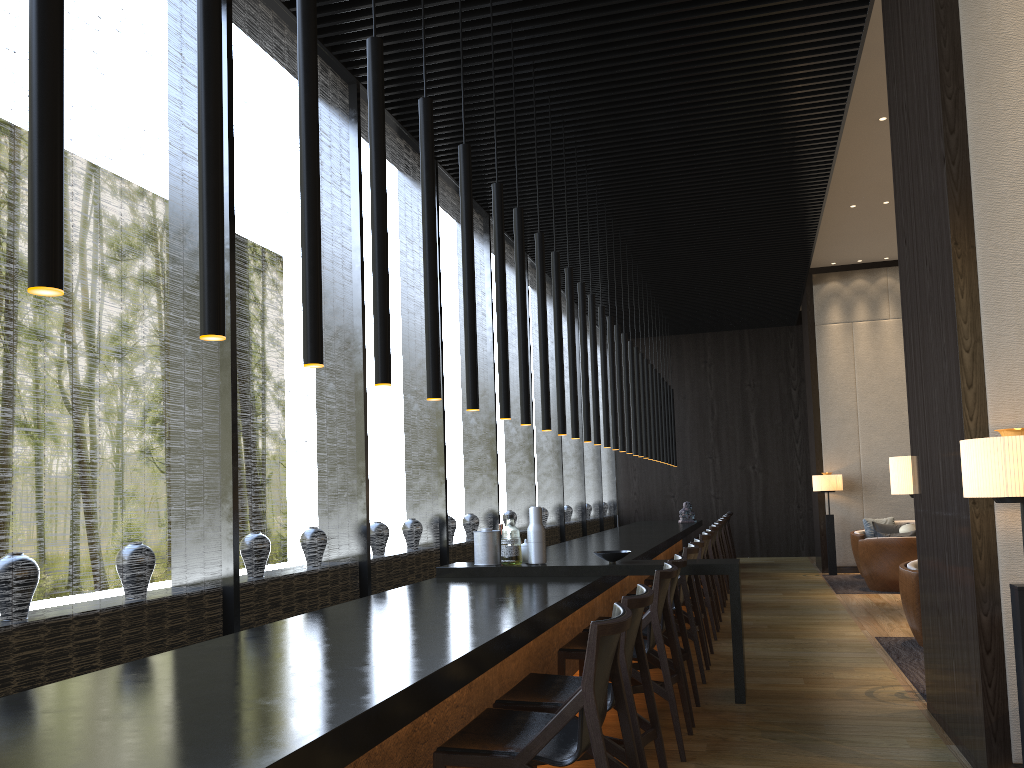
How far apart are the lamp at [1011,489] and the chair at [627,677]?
1.2 meters

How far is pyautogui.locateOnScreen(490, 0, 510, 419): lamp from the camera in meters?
4.6 m

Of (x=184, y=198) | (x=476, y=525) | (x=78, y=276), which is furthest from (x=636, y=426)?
(x=78, y=276)

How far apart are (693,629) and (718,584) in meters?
3.2

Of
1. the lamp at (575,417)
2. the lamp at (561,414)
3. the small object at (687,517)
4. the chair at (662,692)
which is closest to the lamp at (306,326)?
the chair at (662,692)

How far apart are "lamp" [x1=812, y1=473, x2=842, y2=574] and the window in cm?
319

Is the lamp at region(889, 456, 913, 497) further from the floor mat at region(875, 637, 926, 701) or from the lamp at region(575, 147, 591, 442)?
the lamp at region(575, 147, 591, 442)

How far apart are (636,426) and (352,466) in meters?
4.7

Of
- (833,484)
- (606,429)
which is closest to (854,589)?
(833,484)

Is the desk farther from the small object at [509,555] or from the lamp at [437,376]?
the lamp at [437,376]
